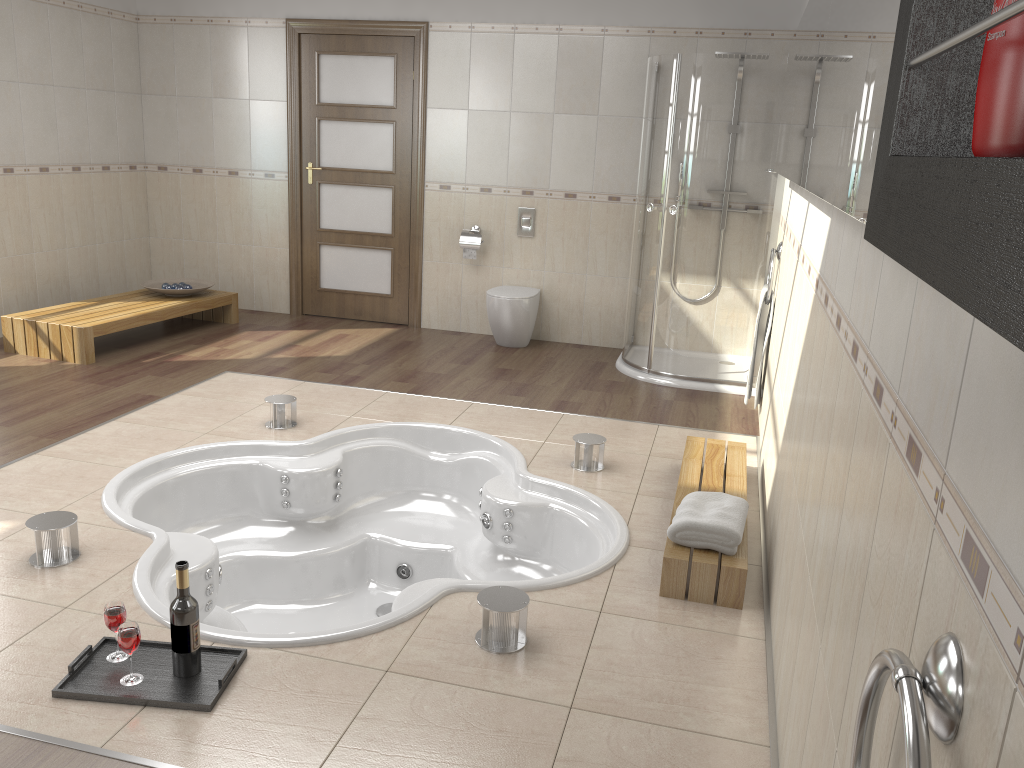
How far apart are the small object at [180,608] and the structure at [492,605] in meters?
0.8 m

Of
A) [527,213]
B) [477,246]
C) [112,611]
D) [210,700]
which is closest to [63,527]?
[112,611]

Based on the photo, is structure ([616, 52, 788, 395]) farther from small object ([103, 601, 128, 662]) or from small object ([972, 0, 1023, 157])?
small object ([972, 0, 1023, 157])

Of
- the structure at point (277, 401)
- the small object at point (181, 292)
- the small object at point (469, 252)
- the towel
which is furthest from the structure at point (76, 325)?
the towel

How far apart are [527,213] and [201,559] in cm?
384

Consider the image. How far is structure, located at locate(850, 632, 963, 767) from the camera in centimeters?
78cm

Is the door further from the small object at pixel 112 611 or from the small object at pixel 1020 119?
the small object at pixel 1020 119

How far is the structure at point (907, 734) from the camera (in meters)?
0.78

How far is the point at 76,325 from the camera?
5.1 meters

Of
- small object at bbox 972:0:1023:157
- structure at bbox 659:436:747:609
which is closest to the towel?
structure at bbox 659:436:747:609
